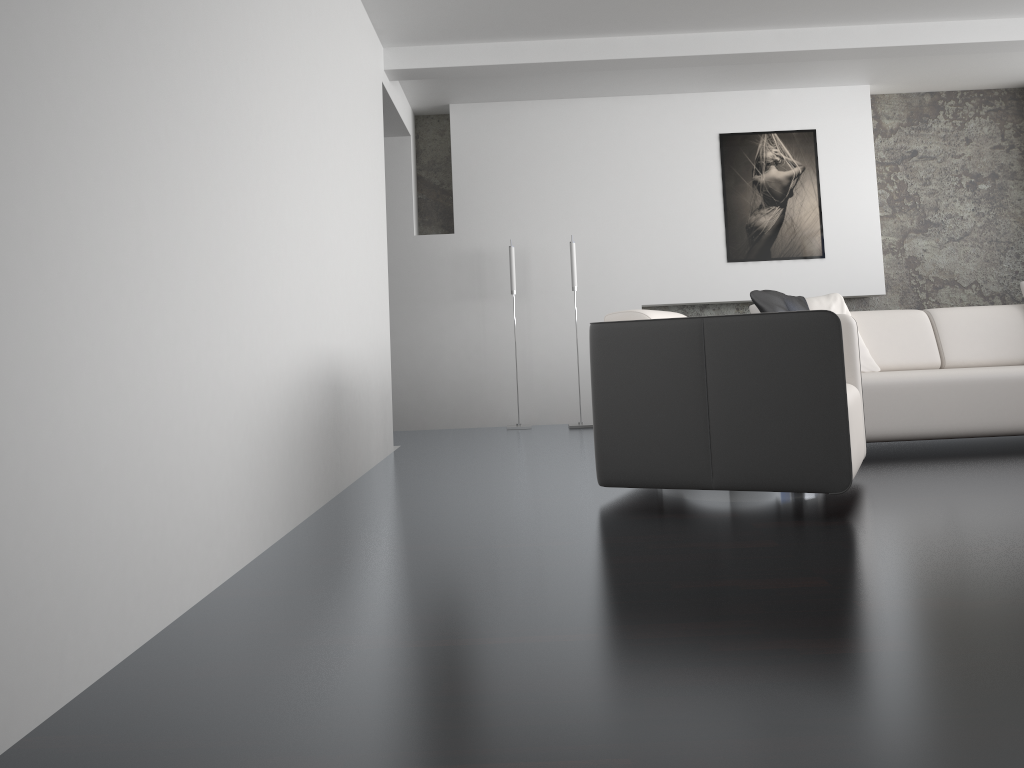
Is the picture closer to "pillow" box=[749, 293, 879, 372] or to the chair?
"pillow" box=[749, 293, 879, 372]

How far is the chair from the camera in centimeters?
297cm

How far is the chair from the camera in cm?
297

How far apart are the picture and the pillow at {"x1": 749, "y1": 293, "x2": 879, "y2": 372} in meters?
1.8 m

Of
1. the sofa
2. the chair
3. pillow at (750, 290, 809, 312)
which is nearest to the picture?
the sofa

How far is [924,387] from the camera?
4.2 meters

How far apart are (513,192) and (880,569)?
4.9m

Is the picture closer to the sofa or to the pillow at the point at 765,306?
the sofa

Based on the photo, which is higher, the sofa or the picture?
the picture

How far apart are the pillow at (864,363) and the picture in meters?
1.8
